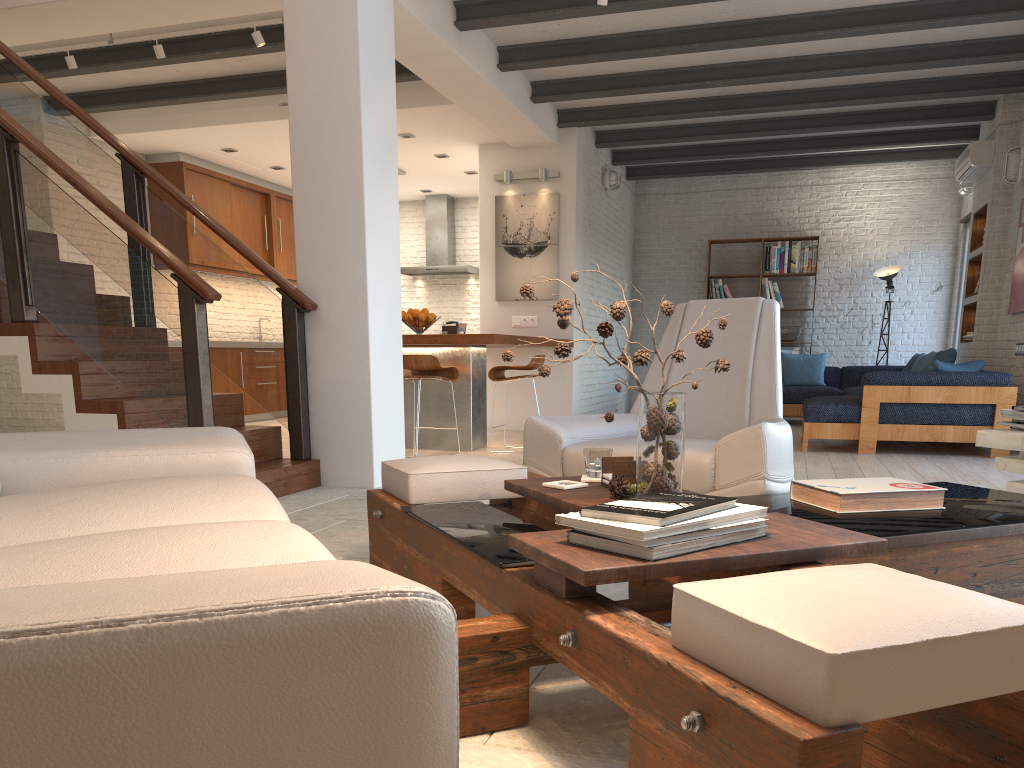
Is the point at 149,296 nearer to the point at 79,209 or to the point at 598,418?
the point at 79,209

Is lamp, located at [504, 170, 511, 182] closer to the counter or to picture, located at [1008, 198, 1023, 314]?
the counter

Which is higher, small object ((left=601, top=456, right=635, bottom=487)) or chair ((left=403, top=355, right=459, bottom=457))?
chair ((left=403, top=355, right=459, bottom=457))

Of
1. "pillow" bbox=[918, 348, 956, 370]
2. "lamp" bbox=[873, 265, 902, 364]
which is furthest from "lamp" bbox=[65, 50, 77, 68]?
"lamp" bbox=[873, 265, 902, 364]

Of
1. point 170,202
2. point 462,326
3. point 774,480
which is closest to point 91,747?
point 774,480

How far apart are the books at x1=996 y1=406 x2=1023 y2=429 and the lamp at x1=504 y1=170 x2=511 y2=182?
6.5 meters

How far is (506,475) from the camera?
2.8m

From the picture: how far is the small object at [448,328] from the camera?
7.2m

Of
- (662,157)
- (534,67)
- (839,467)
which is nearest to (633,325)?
(662,157)

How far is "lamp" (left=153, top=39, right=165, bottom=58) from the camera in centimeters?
630cm
